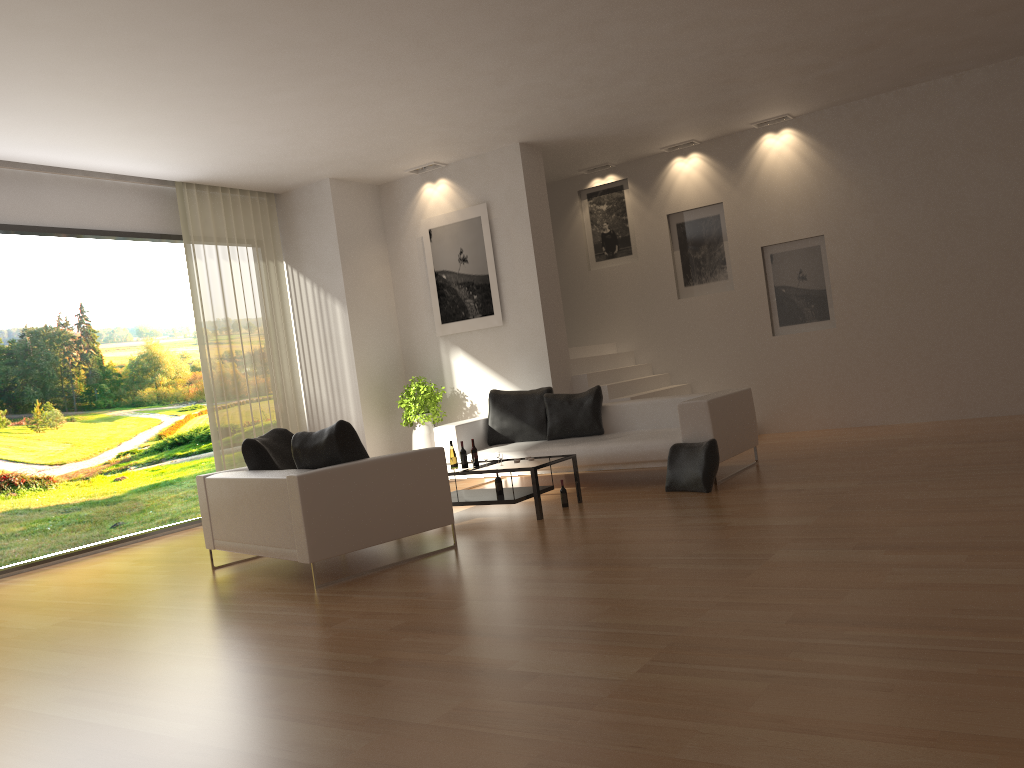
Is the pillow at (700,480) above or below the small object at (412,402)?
below

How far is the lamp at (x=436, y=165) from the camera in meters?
10.6

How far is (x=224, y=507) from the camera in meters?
6.6 m

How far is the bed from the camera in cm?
778

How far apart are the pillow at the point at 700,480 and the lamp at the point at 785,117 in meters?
5.0

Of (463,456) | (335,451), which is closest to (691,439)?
(463,456)

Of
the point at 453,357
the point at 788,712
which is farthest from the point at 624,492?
the point at 788,712

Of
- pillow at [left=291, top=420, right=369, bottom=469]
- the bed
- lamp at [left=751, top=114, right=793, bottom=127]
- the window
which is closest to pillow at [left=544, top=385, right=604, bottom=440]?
the bed

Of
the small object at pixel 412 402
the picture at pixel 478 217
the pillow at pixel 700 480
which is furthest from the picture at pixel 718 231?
the pillow at pixel 700 480

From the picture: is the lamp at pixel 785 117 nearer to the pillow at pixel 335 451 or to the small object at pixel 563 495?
the small object at pixel 563 495
